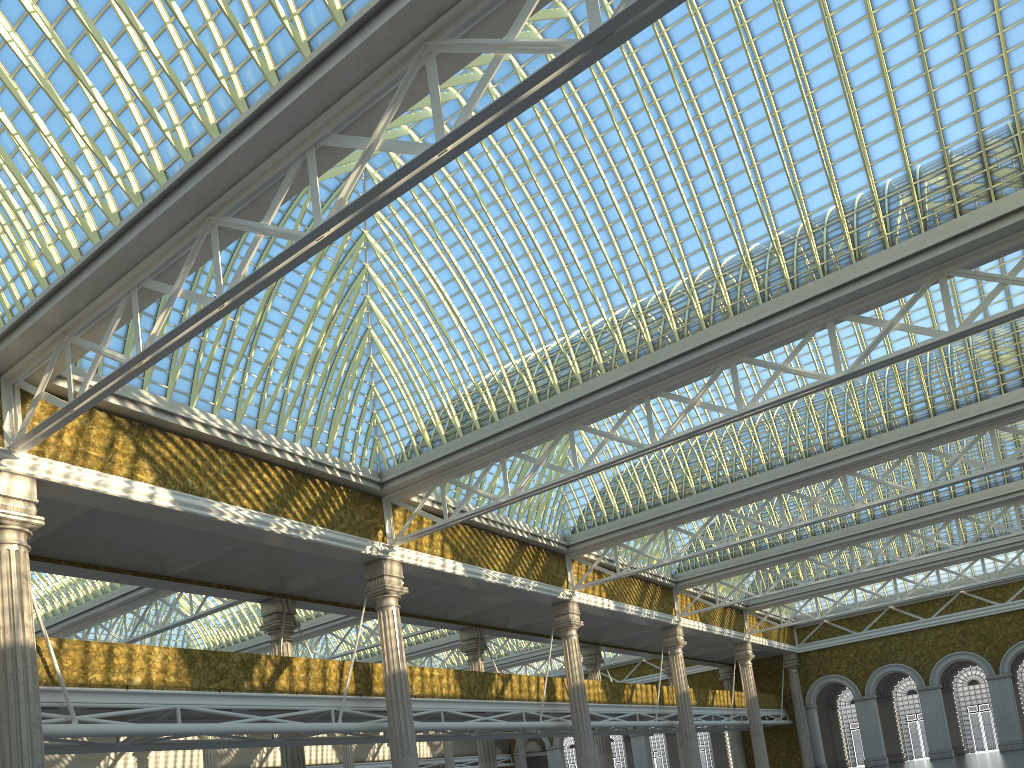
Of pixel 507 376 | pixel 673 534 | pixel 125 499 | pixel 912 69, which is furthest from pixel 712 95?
pixel 673 534

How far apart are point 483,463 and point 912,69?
14.48m
